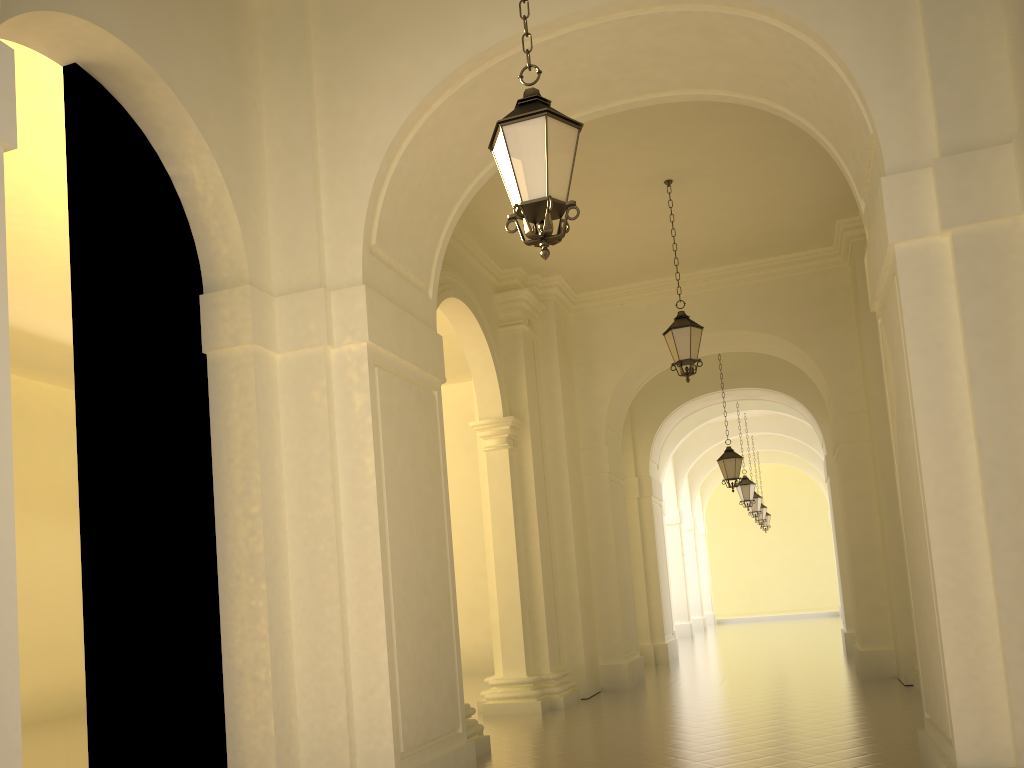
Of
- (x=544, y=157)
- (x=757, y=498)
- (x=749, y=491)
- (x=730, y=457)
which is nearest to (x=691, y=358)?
(x=730, y=457)

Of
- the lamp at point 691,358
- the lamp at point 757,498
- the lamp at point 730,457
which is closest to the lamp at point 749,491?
the lamp at point 757,498

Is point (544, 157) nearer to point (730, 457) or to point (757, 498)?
point (730, 457)

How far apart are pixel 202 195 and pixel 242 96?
0.9m

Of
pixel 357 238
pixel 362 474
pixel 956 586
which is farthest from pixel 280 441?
pixel 956 586

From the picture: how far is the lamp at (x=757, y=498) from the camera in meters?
24.8

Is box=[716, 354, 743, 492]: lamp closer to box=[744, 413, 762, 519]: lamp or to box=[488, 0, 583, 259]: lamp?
box=[744, 413, 762, 519]: lamp

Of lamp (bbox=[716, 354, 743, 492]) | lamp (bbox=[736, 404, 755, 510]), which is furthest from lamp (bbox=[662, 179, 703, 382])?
lamp (bbox=[736, 404, 755, 510])

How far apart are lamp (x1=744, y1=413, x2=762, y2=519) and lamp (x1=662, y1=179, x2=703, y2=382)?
15.1m

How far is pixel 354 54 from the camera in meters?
7.0 m
